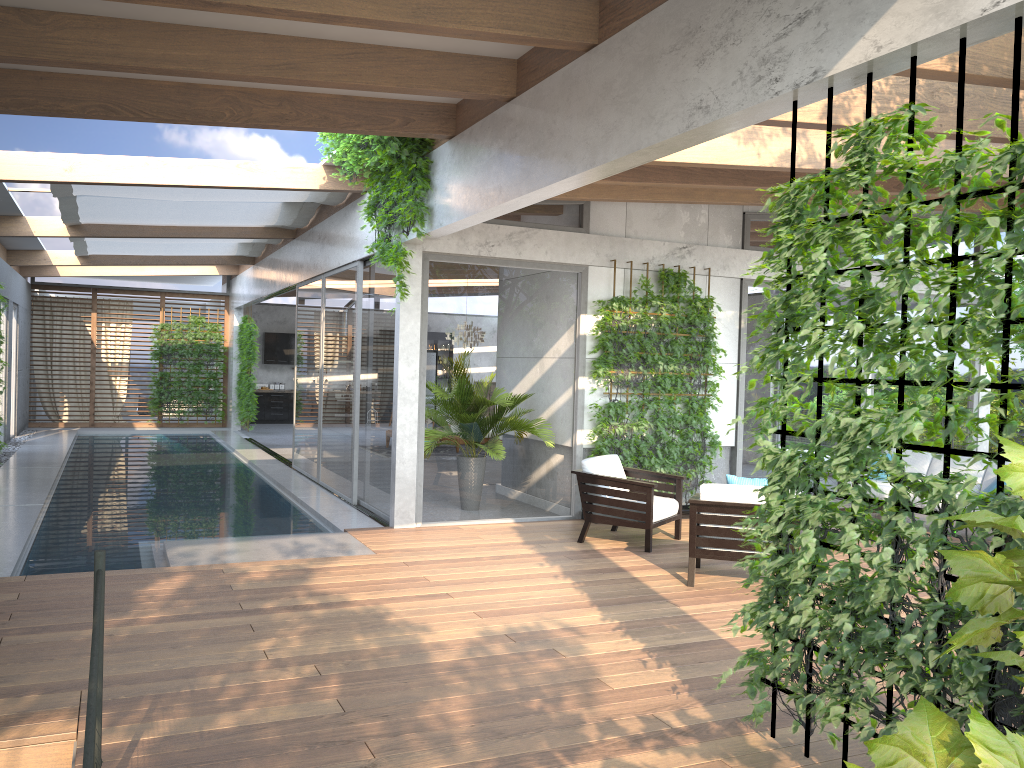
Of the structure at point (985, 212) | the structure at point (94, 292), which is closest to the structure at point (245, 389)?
the structure at point (94, 292)

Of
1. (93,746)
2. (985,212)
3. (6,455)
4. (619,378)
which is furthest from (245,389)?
(93,746)

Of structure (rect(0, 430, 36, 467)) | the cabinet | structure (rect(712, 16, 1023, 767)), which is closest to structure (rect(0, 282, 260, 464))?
the cabinet

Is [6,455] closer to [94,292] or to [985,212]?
[94,292]

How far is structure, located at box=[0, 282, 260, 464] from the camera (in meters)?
18.67

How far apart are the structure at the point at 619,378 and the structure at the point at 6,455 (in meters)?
9.07

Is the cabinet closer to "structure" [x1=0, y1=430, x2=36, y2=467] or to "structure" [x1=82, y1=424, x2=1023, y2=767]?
"structure" [x1=0, y1=430, x2=36, y2=467]

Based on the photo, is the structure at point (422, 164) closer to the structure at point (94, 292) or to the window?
the window

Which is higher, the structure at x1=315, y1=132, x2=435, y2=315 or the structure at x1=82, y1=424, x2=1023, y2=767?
the structure at x1=315, y1=132, x2=435, y2=315

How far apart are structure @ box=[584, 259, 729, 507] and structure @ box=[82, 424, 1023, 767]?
6.5 meters
